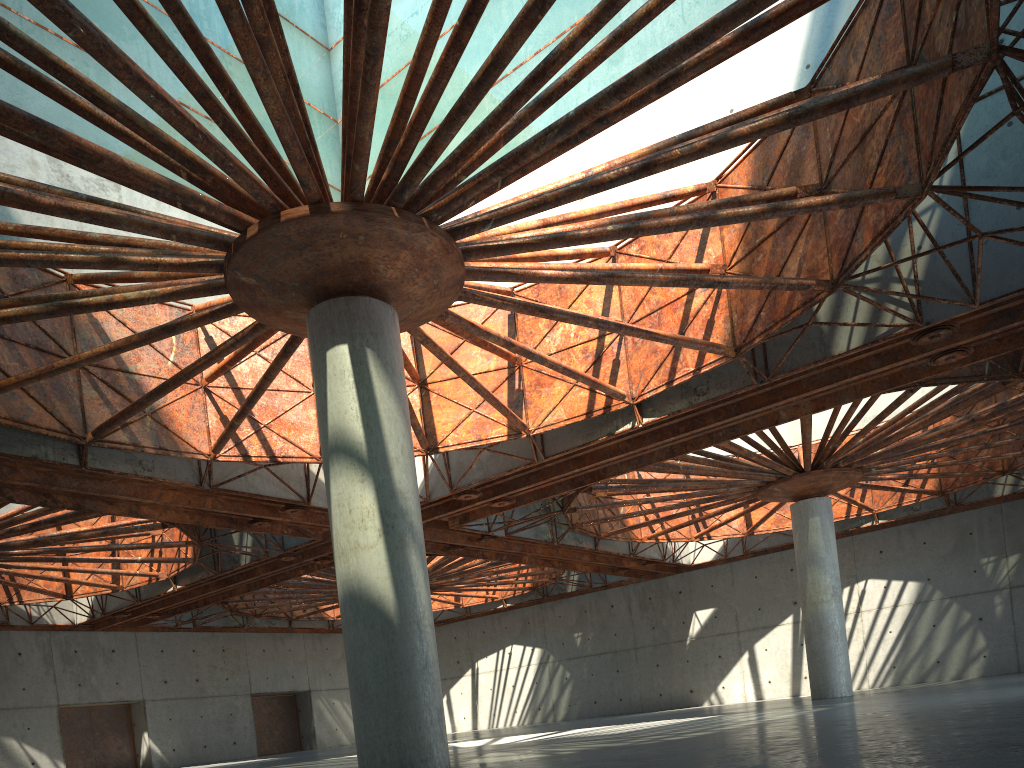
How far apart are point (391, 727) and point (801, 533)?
30.5 meters

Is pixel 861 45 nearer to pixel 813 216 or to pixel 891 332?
pixel 813 216
